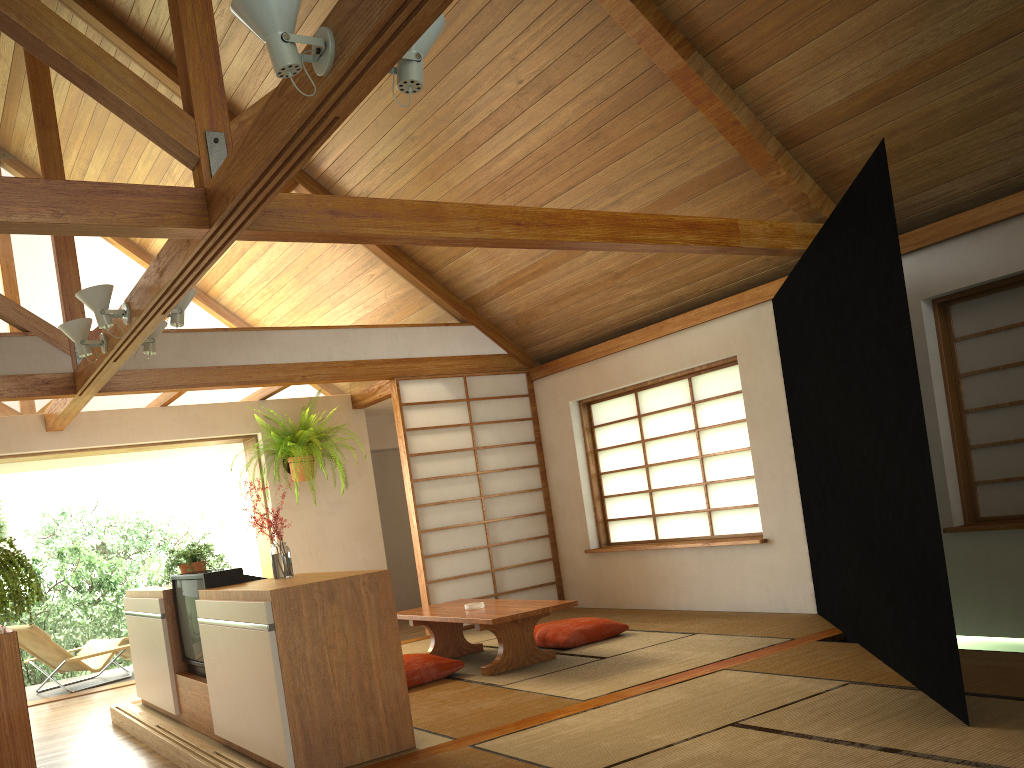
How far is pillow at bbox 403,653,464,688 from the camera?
4.8 meters

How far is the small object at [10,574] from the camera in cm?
249

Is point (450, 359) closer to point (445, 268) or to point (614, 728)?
point (445, 268)

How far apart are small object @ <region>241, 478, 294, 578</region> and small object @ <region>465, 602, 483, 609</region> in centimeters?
150cm

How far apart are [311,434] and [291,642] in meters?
4.1 m

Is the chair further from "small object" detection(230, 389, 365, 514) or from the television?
the television

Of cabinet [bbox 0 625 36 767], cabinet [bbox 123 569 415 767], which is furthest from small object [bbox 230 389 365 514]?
cabinet [bbox 0 625 36 767]

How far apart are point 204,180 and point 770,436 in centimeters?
394cm

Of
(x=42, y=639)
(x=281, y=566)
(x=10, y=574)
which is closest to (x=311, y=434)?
(x=42, y=639)

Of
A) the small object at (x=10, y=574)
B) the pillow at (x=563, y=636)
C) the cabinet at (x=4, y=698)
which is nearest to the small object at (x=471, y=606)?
the pillow at (x=563, y=636)
